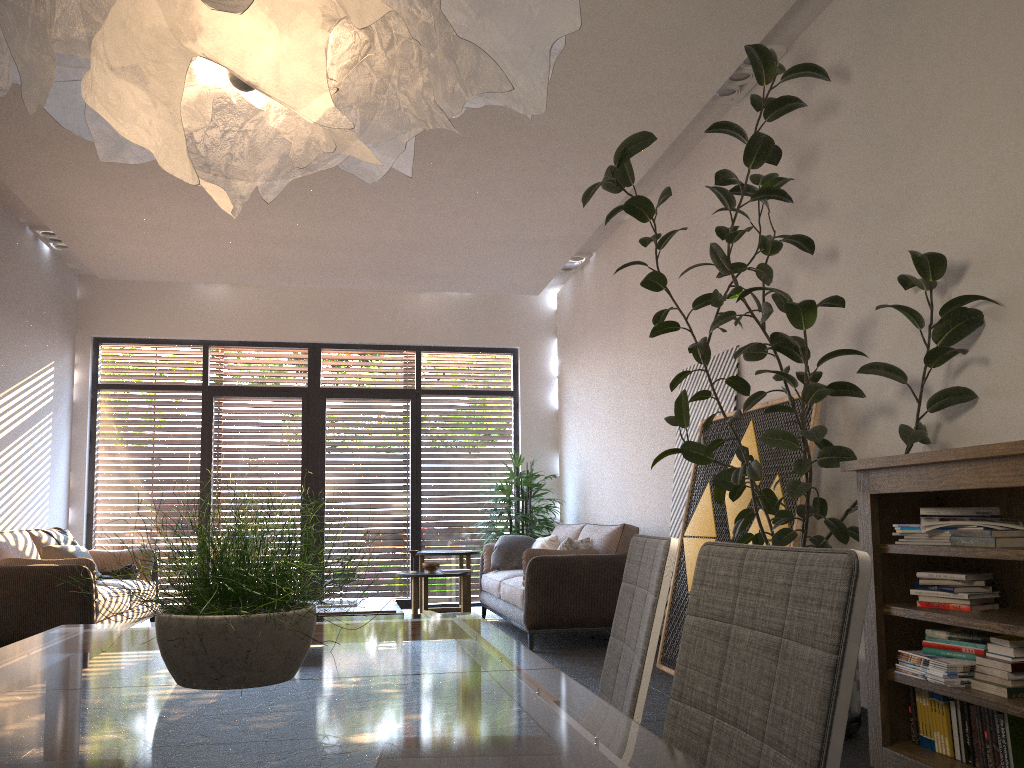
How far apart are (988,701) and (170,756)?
2.72m

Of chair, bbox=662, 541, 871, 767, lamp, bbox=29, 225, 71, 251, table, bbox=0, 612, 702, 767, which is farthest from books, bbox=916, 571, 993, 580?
lamp, bbox=29, 225, 71, 251

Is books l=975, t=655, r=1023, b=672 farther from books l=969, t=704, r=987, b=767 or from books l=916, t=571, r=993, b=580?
books l=916, t=571, r=993, b=580

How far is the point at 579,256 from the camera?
8.8 meters

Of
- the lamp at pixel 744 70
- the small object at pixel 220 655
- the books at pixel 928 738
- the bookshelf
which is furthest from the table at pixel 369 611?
the small object at pixel 220 655

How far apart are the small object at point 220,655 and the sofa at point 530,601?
5.0 meters

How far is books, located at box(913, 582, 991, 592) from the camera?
3.13m

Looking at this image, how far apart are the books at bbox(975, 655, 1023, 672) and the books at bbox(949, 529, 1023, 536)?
0.41m

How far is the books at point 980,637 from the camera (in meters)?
3.02

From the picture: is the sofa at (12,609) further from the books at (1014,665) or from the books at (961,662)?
the books at (1014,665)
